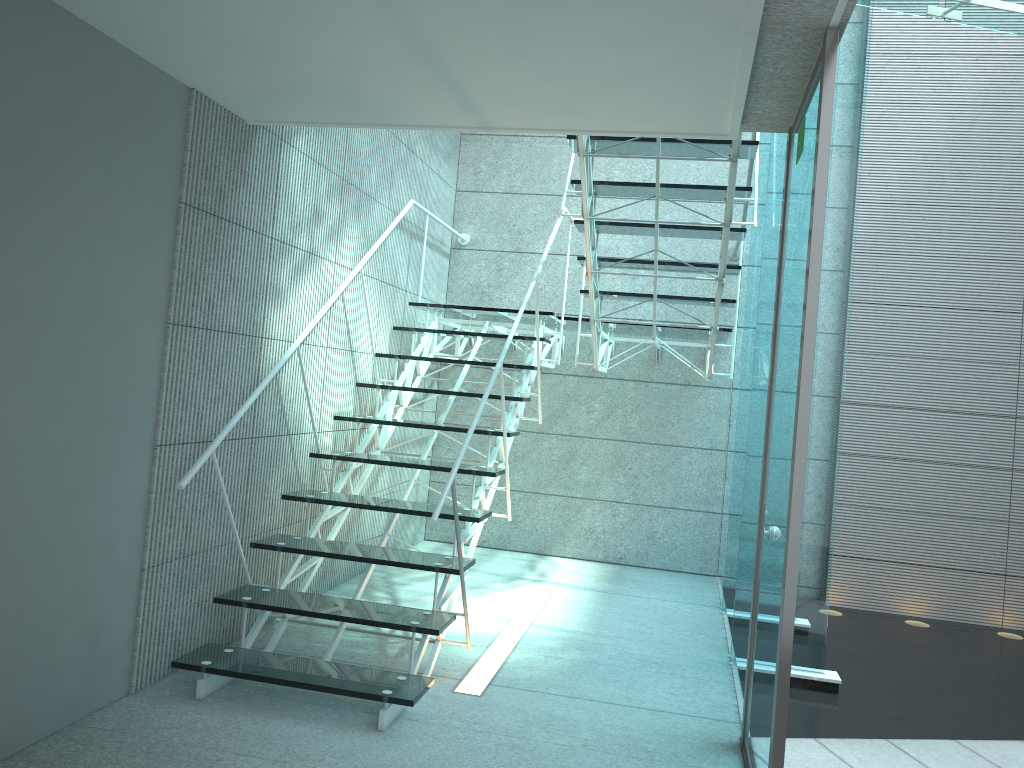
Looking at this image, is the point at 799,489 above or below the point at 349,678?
above

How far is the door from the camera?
2.12m

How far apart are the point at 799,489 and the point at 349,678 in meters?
1.6

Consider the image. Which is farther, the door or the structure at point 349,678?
the structure at point 349,678

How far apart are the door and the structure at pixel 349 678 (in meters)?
0.60

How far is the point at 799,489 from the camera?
2.12m

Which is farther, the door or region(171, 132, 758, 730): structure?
region(171, 132, 758, 730): structure

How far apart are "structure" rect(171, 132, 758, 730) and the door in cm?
60

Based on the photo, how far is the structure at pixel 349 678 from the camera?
2.9 meters
